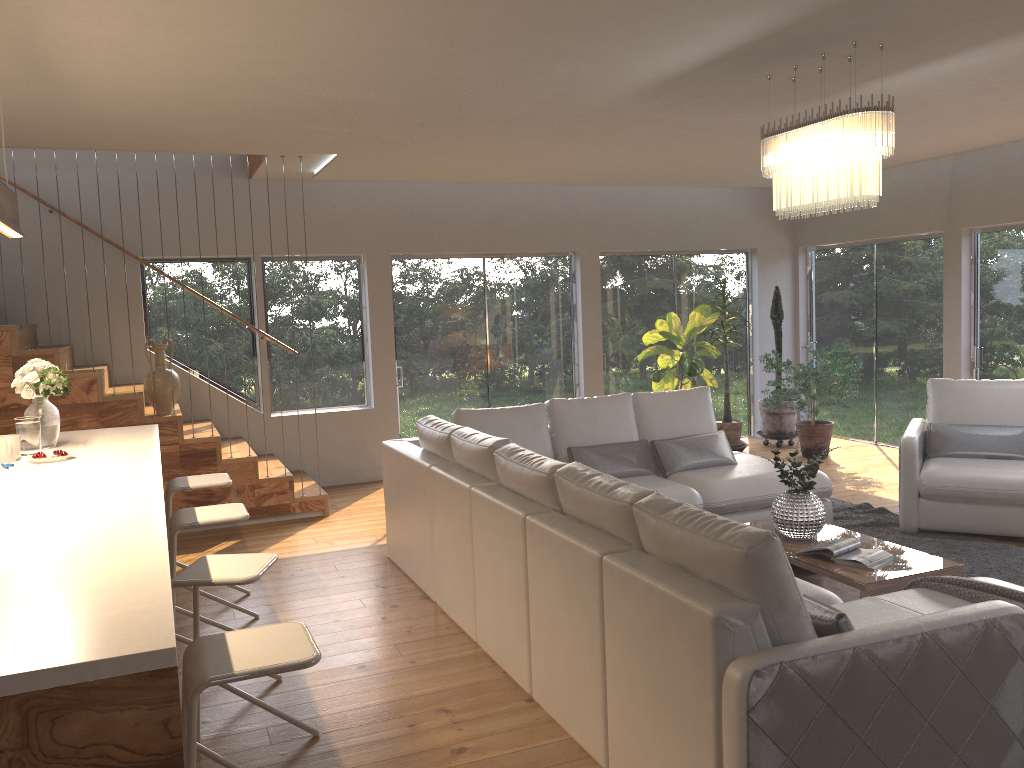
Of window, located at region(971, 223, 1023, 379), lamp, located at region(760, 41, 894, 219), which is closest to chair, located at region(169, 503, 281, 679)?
lamp, located at region(760, 41, 894, 219)

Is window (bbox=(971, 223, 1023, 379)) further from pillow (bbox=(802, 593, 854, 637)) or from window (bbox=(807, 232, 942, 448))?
pillow (bbox=(802, 593, 854, 637))

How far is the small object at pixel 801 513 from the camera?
4.6m

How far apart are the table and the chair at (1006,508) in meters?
1.1 m

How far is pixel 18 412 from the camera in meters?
6.1

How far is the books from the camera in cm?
418

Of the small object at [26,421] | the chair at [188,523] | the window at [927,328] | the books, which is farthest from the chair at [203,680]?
the window at [927,328]

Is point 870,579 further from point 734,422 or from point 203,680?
point 734,422

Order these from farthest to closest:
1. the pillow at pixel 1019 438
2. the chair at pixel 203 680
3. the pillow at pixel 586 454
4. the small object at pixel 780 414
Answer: the small object at pixel 780 414 < the pillow at pixel 1019 438 < the pillow at pixel 586 454 < the chair at pixel 203 680

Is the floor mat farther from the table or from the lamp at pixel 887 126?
the lamp at pixel 887 126
